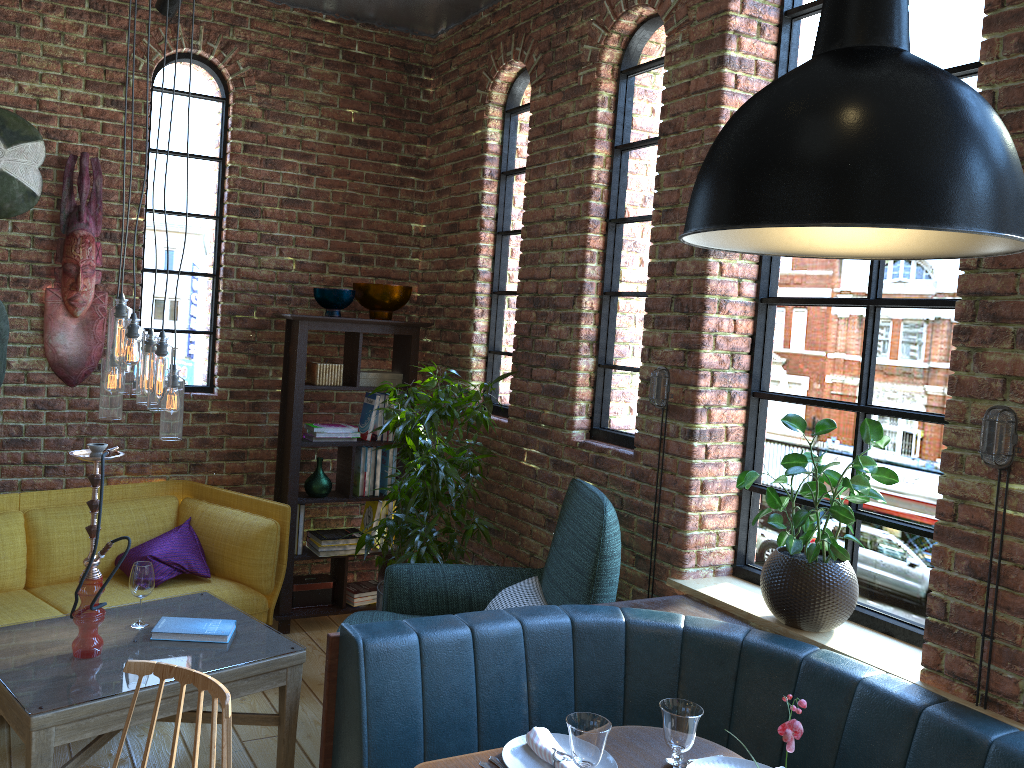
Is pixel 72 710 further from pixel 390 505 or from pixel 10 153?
pixel 10 153

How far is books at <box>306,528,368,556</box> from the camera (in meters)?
4.61

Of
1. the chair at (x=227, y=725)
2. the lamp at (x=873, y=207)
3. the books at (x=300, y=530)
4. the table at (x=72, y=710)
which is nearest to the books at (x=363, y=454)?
the books at (x=300, y=530)

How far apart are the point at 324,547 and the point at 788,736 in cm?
336

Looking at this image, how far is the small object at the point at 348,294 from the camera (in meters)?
4.52

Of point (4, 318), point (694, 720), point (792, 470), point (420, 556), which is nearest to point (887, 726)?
point (694, 720)

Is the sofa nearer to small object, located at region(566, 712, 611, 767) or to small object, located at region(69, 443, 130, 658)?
small object, located at region(69, 443, 130, 658)

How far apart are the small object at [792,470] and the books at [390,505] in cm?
234

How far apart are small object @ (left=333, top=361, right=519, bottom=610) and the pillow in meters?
Answer: 0.7

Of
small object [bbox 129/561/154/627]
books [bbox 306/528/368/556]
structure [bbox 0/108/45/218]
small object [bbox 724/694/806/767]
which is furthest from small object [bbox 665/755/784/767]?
structure [bbox 0/108/45/218]
